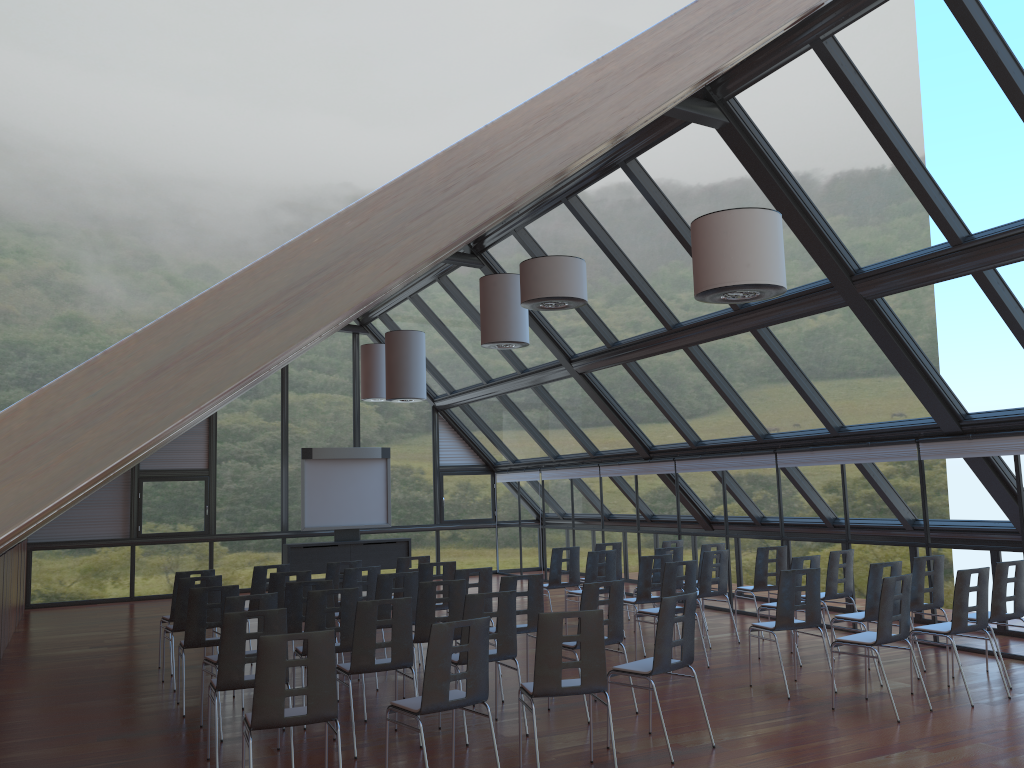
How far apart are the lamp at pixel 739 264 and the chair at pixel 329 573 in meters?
6.7

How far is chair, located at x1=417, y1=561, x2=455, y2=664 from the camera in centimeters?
1082cm

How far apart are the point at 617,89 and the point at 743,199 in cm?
868

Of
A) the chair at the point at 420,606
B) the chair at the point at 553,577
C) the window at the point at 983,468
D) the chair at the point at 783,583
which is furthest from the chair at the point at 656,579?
the chair at the point at 420,606

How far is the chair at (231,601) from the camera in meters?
7.7 m

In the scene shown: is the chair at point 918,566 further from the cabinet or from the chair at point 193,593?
the cabinet

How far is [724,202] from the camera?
10.6 meters

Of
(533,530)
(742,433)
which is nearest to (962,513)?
(742,433)

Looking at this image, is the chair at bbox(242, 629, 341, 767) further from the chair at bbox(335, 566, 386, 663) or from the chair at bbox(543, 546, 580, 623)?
the chair at bbox(543, 546, 580, 623)

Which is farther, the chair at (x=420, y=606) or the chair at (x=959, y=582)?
the chair at (x=420, y=606)
